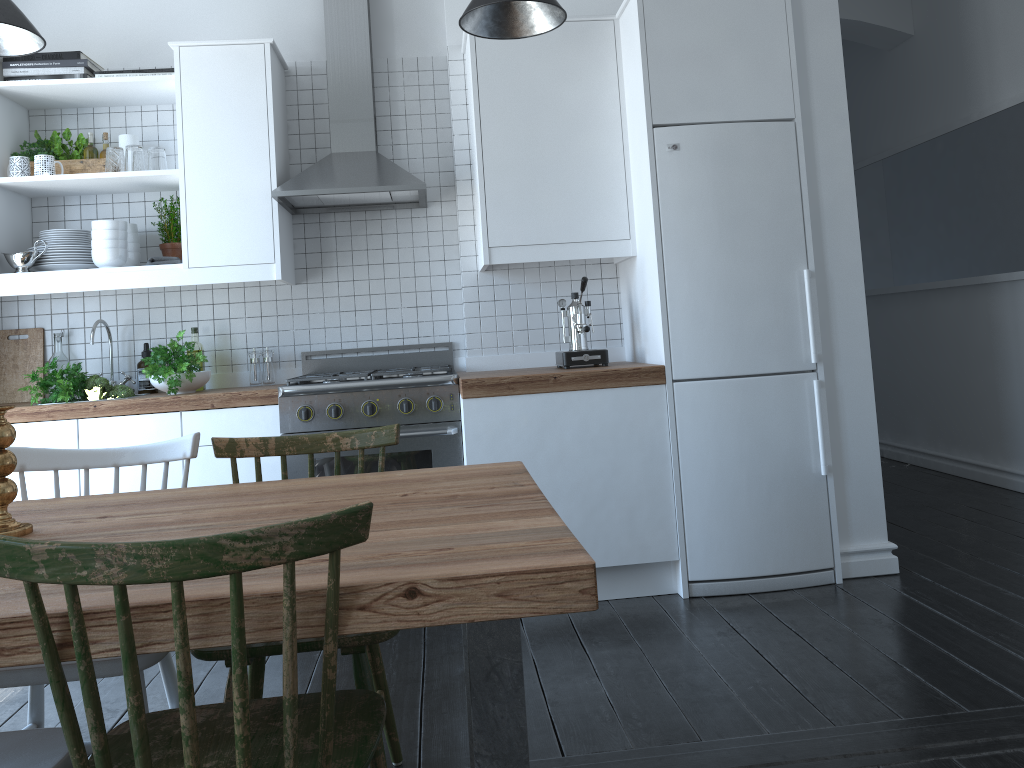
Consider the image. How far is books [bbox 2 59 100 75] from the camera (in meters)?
3.67

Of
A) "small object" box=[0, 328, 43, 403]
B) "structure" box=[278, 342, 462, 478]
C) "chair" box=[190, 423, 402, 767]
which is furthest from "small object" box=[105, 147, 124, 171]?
"chair" box=[190, 423, 402, 767]

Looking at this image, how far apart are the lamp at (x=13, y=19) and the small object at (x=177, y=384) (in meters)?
1.17

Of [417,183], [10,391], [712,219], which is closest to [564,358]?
[712,219]

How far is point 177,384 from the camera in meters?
3.6

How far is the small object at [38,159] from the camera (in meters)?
3.66

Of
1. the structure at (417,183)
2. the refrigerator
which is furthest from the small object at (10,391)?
the refrigerator

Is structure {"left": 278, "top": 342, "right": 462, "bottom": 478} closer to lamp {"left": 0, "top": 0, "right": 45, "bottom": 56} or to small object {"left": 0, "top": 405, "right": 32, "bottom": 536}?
lamp {"left": 0, "top": 0, "right": 45, "bottom": 56}

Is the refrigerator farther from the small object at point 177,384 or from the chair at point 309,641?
the small object at point 177,384

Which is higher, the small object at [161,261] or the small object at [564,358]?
the small object at [161,261]
